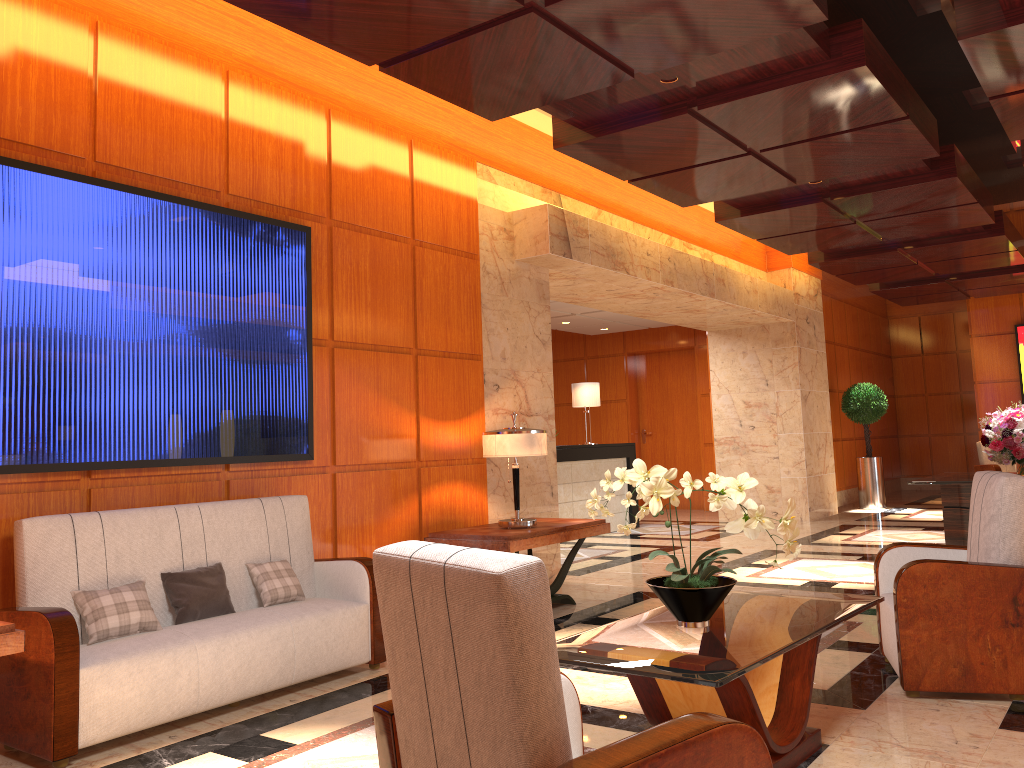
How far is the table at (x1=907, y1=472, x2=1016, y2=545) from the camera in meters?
7.7 m

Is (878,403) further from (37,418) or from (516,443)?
(37,418)

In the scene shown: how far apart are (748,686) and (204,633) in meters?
2.5 m

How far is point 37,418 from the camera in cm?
410

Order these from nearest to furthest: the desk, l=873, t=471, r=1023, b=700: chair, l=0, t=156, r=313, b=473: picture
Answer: l=873, t=471, r=1023, b=700: chair < l=0, t=156, r=313, b=473: picture < the desk

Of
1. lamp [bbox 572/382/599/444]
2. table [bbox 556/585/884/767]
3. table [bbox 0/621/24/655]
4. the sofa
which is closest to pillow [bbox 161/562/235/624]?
the sofa

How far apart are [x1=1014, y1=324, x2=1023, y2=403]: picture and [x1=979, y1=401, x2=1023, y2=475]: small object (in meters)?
7.80

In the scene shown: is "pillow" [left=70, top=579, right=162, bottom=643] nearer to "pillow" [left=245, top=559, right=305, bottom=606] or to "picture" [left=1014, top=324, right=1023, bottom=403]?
"pillow" [left=245, top=559, right=305, bottom=606]

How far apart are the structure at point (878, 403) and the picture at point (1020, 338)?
2.89m

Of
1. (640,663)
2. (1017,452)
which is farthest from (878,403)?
(640,663)
